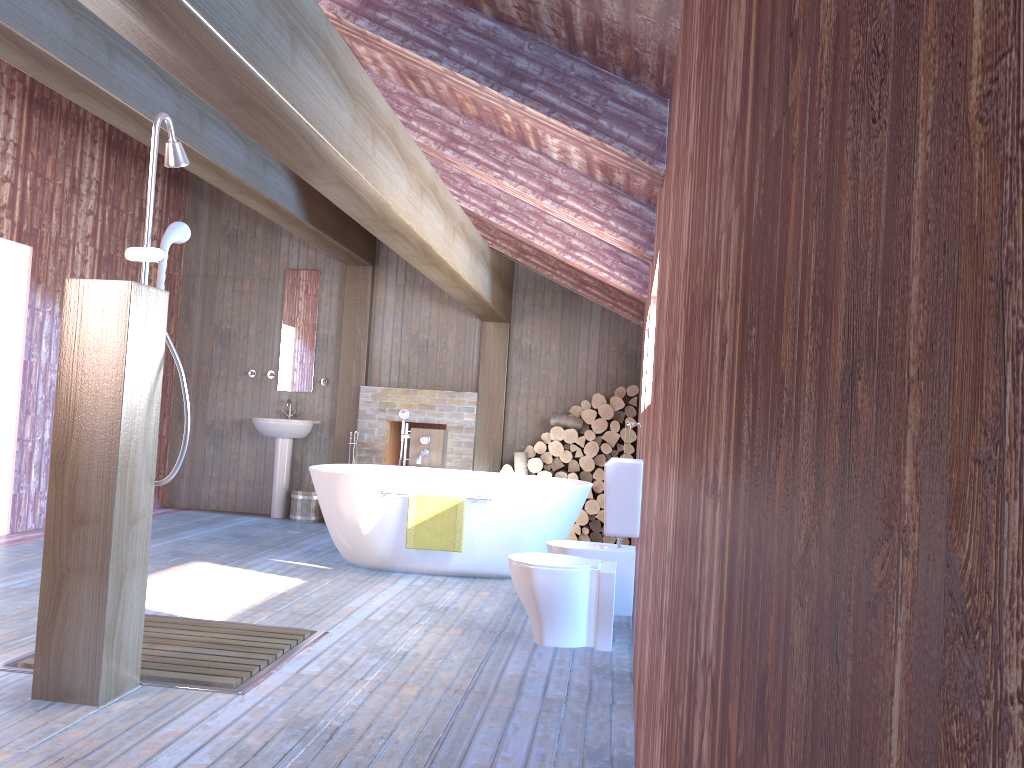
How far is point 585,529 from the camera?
7.84m

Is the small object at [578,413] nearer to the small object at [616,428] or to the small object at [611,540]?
the small object at [616,428]

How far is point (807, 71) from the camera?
0.52m

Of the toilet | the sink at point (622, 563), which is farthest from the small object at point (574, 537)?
the toilet

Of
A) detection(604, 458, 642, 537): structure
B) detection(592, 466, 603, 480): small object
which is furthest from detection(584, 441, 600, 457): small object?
detection(604, 458, 642, 537): structure

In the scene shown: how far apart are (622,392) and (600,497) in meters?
1.0 m

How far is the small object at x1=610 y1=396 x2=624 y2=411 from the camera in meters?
7.8

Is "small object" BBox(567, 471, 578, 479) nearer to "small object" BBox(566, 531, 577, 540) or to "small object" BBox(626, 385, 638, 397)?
"small object" BBox(566, 531, 577, 540)

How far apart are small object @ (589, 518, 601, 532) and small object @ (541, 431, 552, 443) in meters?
0.9 m

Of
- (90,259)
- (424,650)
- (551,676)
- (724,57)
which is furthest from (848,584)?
(90,259)
